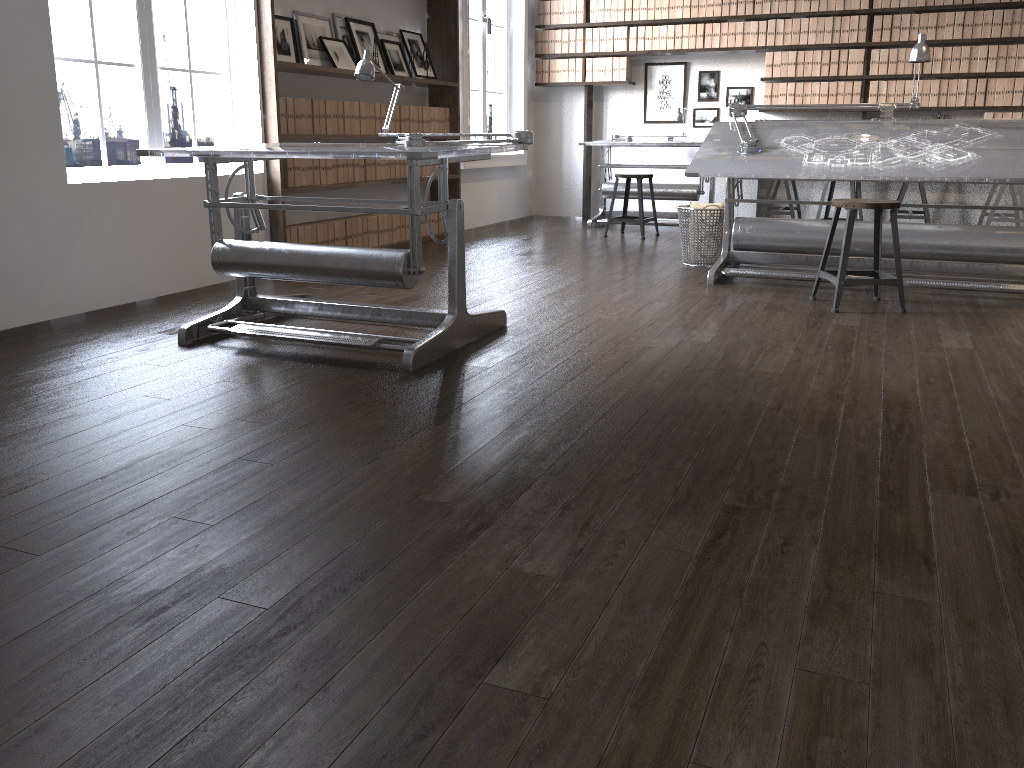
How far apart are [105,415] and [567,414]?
1.39m

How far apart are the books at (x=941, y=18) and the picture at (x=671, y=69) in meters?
2.2

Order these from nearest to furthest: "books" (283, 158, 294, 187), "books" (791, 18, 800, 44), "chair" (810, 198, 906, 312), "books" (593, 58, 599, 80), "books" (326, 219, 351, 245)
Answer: "chair" (810, 198, 906, 312) < "books" (283, 158, 294, 187) < "books" (326, 219, 351, 245) < "books" (791, 18, 800, 44) < "books" (593, 58, 599, 80)

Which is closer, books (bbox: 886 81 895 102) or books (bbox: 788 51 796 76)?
books (bbox: 886 81 895 102)

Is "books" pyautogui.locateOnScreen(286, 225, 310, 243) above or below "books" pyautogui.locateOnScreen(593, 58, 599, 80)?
below

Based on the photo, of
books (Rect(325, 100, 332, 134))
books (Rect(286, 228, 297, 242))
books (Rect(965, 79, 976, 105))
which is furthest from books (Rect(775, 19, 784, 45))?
books (Rect(286, 228, 297, 242))

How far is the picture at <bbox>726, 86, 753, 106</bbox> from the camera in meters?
8.3

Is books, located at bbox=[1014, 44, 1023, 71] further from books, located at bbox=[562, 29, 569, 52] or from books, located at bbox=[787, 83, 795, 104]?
books, located at bbox=[562, 29, 569, 52]

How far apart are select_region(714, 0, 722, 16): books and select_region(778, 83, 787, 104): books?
0.89m

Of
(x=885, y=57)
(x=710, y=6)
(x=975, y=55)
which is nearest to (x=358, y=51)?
(x=710, y=6)
